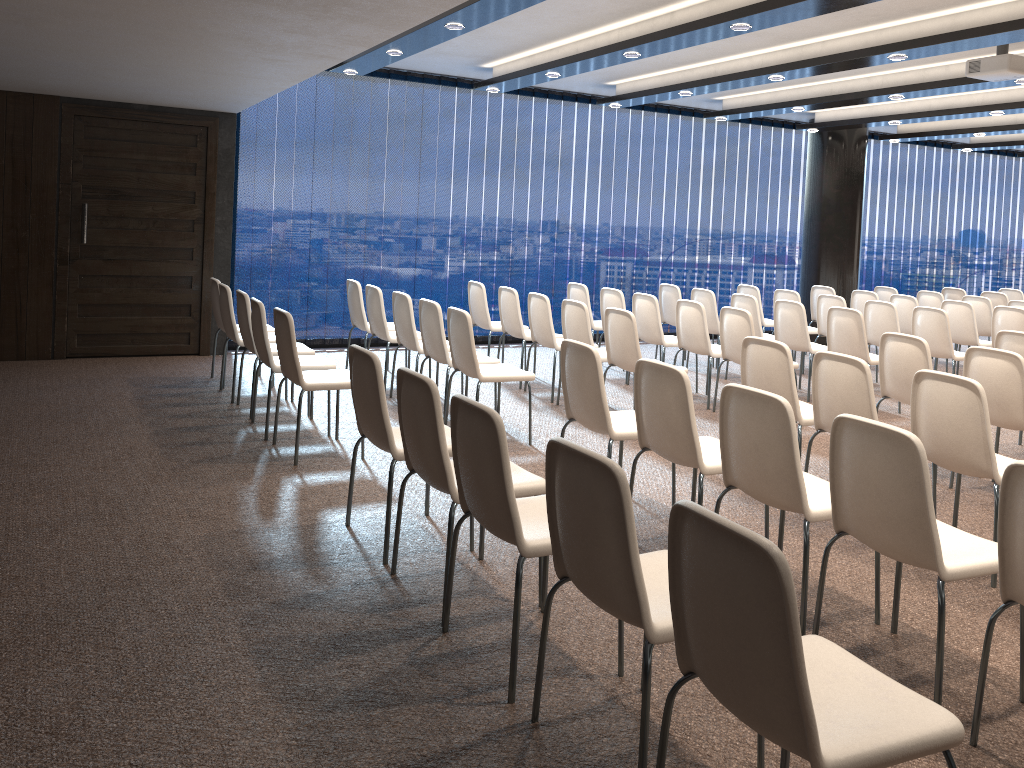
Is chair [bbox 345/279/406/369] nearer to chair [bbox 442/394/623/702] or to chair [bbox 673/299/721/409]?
chair [bbox 673/299/721/409]

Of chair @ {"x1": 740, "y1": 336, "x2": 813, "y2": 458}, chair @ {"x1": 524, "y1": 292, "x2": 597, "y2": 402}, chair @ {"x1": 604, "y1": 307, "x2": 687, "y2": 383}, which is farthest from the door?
chair @ {"x1": 740, "y1": 336, "x2": 813, "y2": 458}

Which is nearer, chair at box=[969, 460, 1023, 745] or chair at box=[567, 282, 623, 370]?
chair at box=[969, 460, 1023, 745]

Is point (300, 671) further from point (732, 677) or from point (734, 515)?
point (734, 515)

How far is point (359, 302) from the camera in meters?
7.9

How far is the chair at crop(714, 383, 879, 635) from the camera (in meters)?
3.31

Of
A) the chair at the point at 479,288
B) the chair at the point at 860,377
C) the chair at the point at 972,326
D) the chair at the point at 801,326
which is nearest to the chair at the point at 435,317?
the chair at the point at 479,288

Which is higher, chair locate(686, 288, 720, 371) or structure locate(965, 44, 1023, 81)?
structure locate(965, 44, 1023, 81)

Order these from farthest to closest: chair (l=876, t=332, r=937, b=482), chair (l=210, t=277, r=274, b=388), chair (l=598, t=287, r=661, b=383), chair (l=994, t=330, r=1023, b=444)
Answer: chair (l=598, t=287, r=661, b=383) < chair (l=210, t=277, r=274, b=388) < chair (l=994, t=330, r=1023, b=444) < chair (l=876, t=332, r=937, b=482)

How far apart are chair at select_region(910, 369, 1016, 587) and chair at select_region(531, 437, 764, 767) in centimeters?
195cm
